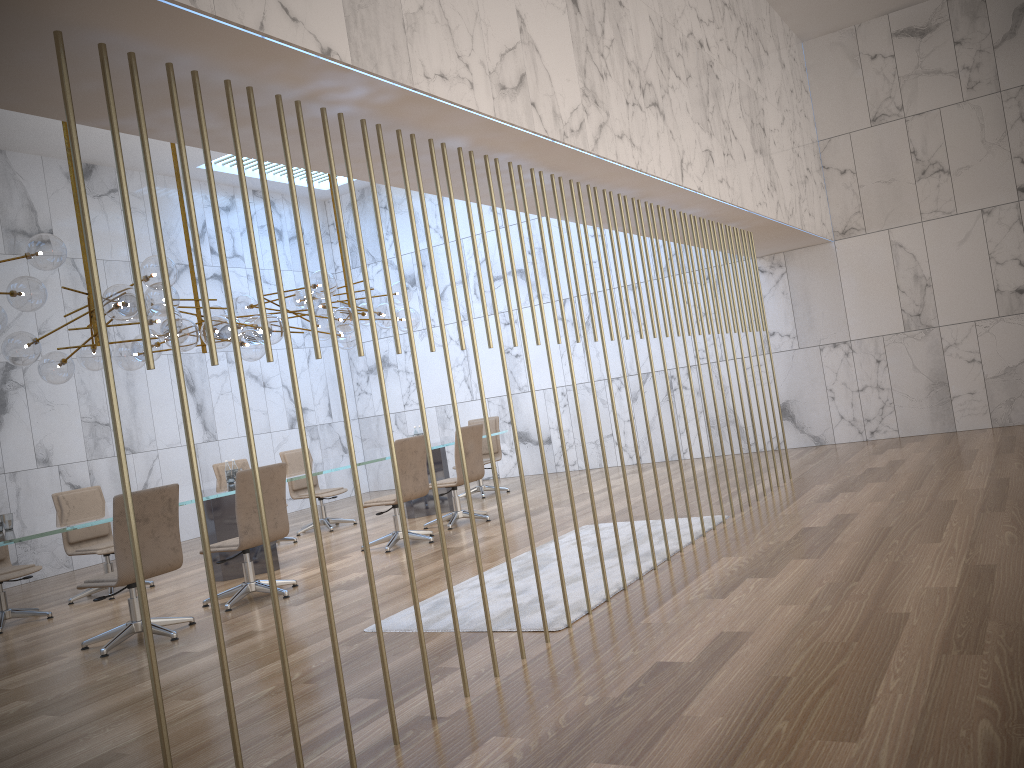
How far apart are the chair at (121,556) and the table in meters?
0.3 m

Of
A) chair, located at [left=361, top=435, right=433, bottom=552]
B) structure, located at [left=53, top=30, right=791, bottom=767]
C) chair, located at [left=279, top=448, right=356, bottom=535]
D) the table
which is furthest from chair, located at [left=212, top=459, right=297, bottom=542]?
structure, located at [left=53, top=30, right=791, bottom=767]

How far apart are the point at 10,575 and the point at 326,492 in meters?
3.8

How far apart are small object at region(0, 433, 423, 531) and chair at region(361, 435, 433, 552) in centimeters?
124cm

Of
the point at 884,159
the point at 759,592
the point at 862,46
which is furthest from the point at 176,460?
the point at 862,46

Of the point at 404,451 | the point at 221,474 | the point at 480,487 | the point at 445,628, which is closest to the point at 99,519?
the point at 445,628

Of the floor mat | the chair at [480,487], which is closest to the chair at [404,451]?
the floor mat

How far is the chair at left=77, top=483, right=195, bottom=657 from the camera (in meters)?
5.63

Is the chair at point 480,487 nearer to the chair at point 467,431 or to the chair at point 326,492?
the chair at point 326,492

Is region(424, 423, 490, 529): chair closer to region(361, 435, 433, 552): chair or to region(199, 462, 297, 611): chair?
region(361, 435, 433, 552): chair
